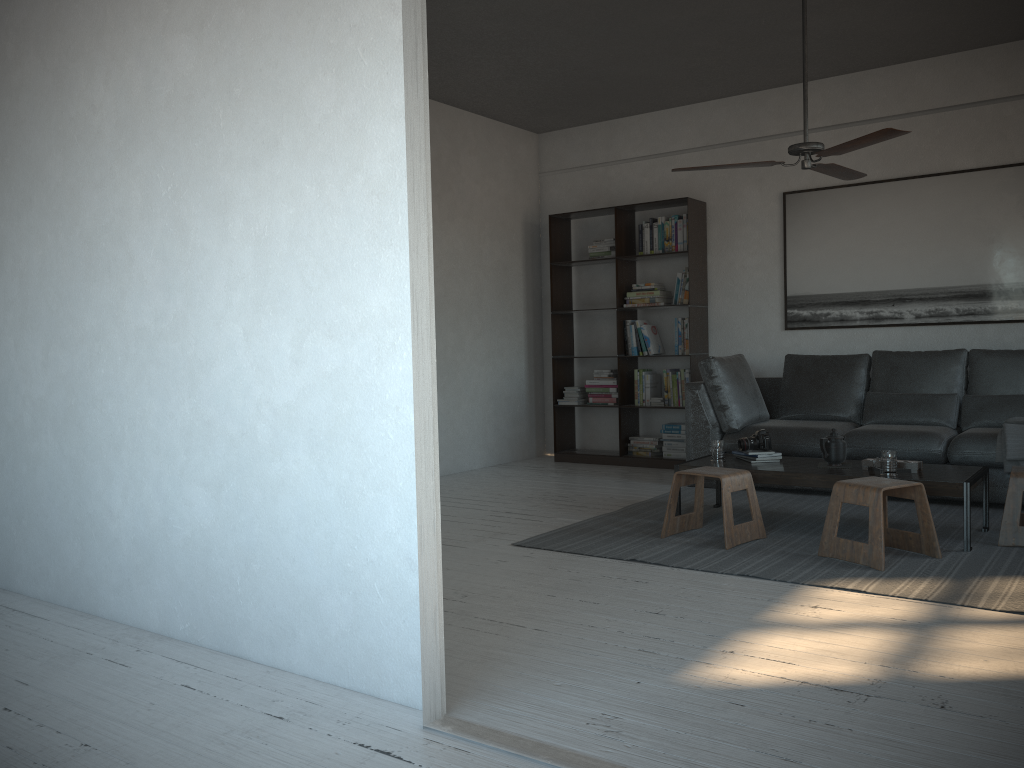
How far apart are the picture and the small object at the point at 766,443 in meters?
2.0 m

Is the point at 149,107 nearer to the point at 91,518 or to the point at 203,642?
the point at 91,518

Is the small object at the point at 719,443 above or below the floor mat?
above

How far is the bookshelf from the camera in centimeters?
691cm

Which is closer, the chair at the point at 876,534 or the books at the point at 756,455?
the chair at the point at 876,534

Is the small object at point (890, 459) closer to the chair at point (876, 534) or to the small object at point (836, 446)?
the chair at point (876, 534)

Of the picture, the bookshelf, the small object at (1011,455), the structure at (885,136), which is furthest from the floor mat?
the structure at (885,136)

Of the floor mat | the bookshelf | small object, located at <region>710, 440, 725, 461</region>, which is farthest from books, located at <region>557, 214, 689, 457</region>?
small object, located at <region>710, 440, 725, 461</region>

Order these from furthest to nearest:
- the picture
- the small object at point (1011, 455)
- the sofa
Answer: the picture → the sofa → the small object at point (1011, 455)

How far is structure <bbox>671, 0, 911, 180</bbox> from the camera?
3.95m
